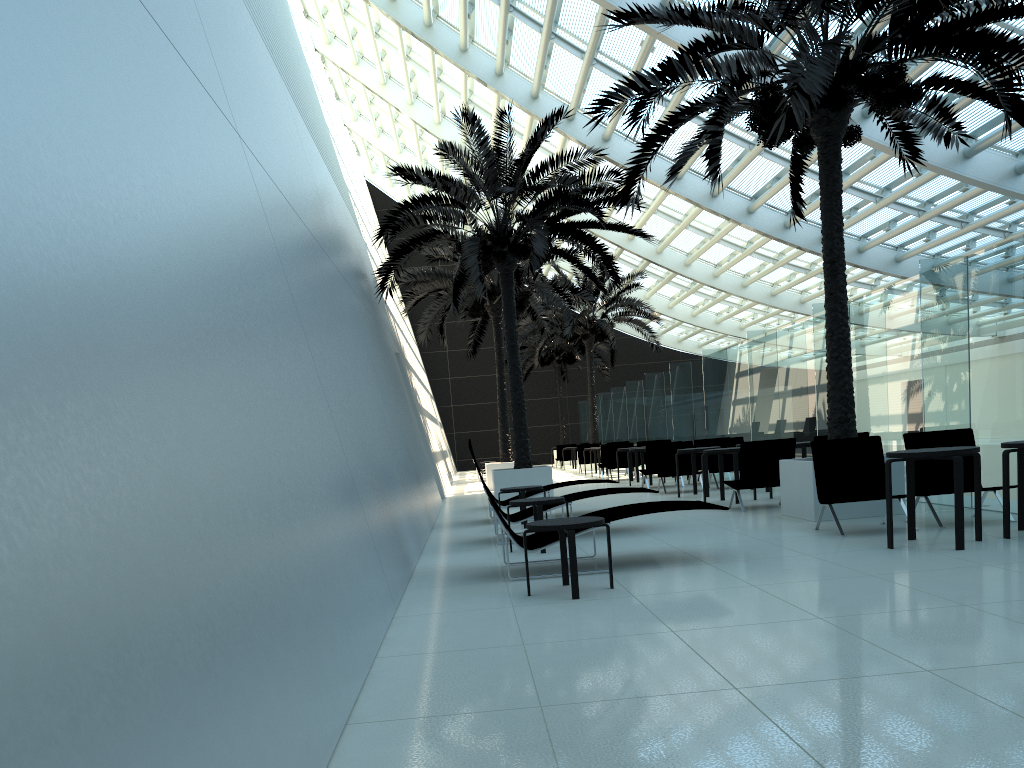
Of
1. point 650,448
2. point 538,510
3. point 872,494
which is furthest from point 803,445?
point 538,510

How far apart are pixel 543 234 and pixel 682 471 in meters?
5.0

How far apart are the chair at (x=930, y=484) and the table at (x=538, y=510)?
3.51m

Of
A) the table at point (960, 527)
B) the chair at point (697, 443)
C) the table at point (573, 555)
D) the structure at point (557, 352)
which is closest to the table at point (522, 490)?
the table at point (573, 555)

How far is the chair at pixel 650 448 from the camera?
16.7 meters

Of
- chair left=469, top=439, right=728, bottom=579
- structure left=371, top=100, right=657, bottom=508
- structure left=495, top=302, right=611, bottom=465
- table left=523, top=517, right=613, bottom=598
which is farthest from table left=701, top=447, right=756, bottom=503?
structure left=495, top=302, right=611, bottom=465

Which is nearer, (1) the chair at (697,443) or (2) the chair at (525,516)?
(2) the chair at (525,516)

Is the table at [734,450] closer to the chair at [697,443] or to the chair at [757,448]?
the chair at [757,448]

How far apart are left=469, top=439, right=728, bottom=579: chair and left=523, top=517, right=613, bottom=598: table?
0.4 meters

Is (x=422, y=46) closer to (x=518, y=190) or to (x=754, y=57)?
(x=518, y=190)
